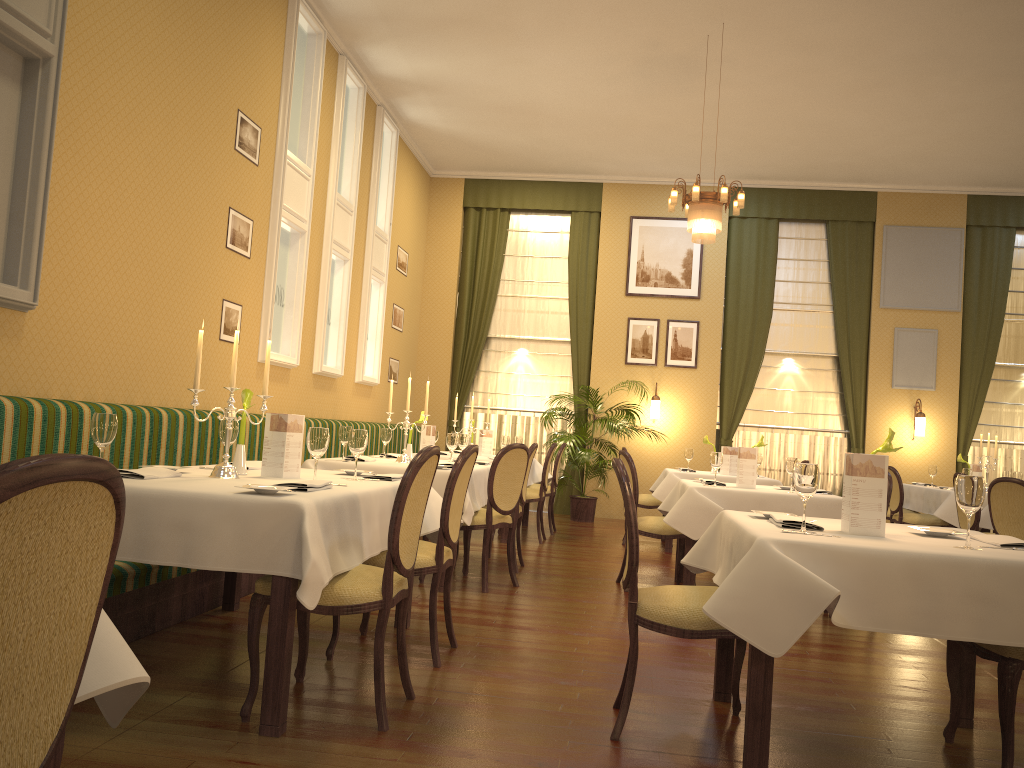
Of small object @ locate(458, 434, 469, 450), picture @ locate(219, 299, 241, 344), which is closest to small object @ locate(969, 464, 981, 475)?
small object @ locate(458, 434, 469, 450)

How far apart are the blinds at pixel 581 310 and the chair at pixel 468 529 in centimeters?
549cm

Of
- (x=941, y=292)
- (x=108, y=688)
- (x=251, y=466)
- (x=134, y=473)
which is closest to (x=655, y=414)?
(x=941, y=292)

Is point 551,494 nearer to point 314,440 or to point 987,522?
point 987,522

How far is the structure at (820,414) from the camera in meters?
11.4

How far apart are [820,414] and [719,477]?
3.76m

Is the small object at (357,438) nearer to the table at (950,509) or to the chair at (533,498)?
the chair at (533,498)

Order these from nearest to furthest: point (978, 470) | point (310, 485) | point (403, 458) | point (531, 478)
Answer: point (310, 485)
point (403, 458)
point (978, 470)
point (531, 478)

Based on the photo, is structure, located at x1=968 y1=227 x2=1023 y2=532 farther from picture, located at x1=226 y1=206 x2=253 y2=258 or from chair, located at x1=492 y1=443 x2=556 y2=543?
picture, located at x1=226 y1=206 x2=253 y2=258

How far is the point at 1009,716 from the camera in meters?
2.8
